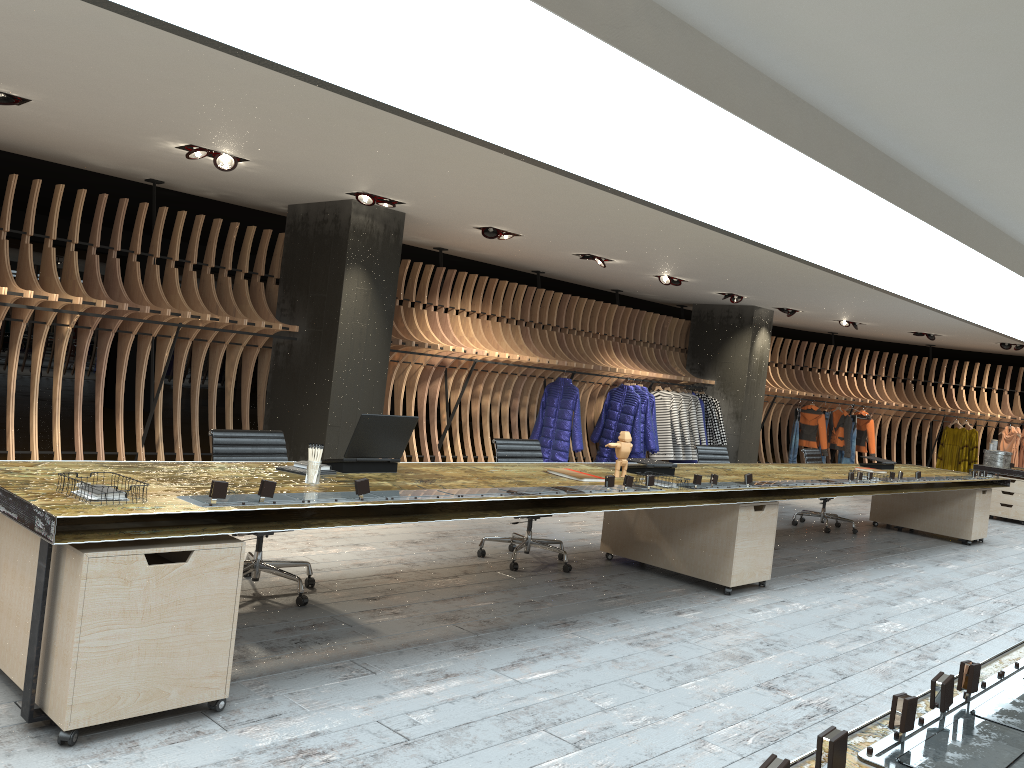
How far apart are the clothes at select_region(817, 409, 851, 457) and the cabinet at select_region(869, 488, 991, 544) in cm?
545

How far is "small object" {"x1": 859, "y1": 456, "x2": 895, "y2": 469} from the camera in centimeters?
943cm

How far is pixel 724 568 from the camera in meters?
6.1

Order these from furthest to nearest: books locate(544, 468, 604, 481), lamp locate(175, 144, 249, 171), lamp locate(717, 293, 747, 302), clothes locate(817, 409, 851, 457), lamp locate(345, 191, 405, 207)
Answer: clothes locate(817, 409, 851, 457), lamp locate(717, 293, 747, 302), lamp locate(345, 191, 405, 207), lamp locate(175, 144, 249, 171), books locate(544, 468, 604, 481)

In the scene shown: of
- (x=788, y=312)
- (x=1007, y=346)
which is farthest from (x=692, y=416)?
(x=1007, y=346)

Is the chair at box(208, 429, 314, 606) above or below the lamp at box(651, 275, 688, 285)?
below

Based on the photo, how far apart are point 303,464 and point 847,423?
13.47m

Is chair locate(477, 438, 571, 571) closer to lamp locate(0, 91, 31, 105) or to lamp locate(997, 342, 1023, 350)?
lamp locate(0, 91, 31, 105)

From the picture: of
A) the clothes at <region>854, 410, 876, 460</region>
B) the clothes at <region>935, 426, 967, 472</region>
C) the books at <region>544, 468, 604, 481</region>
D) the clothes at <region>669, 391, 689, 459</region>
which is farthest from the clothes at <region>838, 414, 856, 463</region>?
the books at <region>544, 468, 604, 481</region>

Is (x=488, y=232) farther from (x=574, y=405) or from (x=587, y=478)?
(x=587, y=478)
